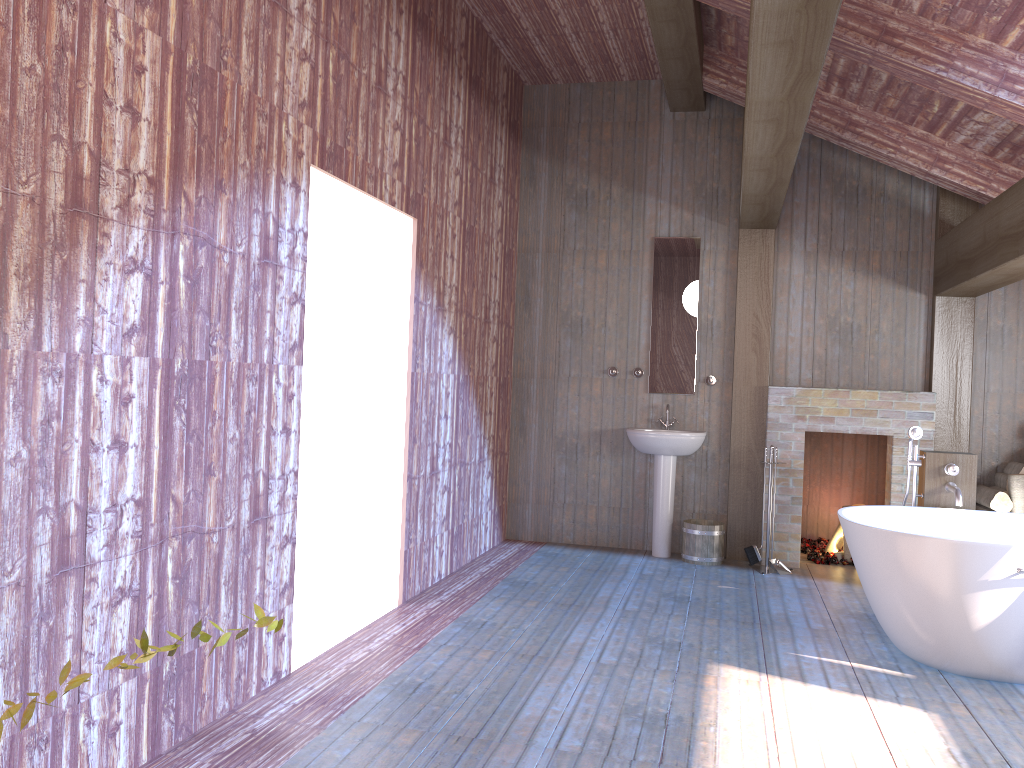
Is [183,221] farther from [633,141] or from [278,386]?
[633,141]

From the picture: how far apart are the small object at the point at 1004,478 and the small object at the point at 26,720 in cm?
619

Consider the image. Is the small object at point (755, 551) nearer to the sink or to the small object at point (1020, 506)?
the sink

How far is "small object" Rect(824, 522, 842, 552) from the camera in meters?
6.8 m

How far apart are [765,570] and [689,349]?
1.71m

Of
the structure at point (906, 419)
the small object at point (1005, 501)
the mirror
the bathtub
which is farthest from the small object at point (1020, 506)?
the mirror

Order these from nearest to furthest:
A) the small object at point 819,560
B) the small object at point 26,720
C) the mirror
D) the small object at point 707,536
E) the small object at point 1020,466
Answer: the small object at point 26,720 → the small object at point 1020,466 → the small object at point 707,536 → the small object at point 819,560 → the mirror

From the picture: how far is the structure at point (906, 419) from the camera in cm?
621

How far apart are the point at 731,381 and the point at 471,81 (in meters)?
2.89

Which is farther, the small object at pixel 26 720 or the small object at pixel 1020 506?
the small object at pixel 1020 506
